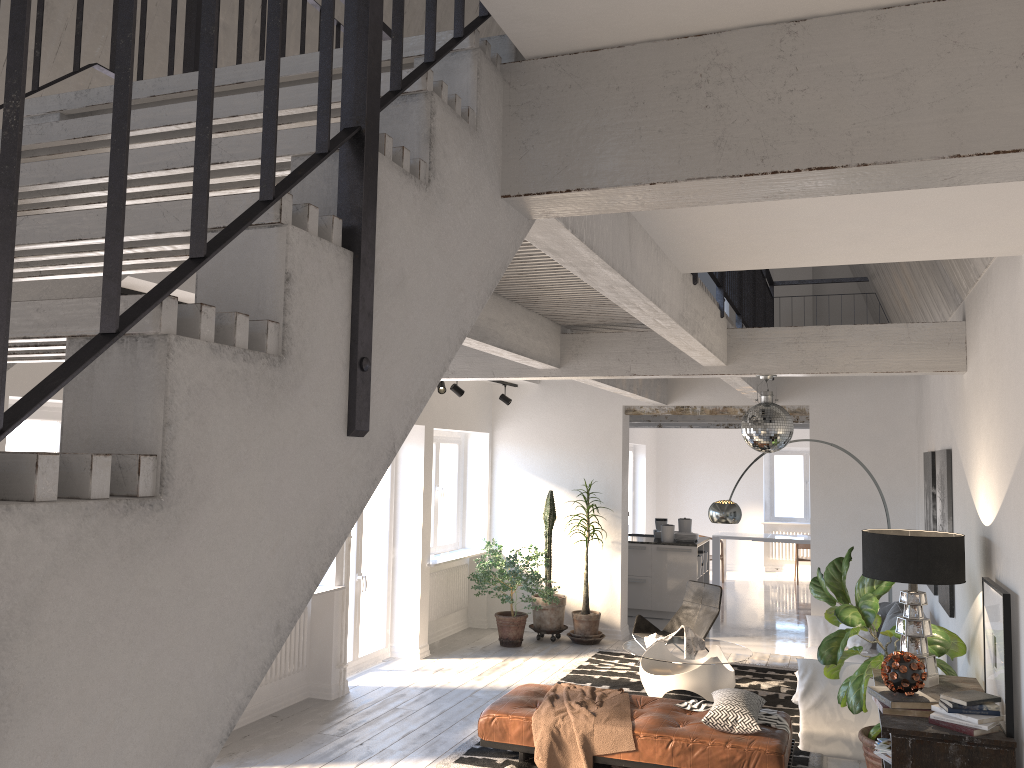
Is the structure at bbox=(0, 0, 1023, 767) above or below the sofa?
above

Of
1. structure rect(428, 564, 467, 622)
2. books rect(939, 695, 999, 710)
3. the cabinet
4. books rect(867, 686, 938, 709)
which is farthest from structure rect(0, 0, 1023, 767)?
structure rect(428, 564, 467, 622)

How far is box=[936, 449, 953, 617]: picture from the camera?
6.2m

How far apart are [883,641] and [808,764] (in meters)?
1.78

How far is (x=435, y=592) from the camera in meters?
9.9 m

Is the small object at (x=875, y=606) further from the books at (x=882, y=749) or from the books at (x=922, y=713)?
the books at (x=922, y=713)

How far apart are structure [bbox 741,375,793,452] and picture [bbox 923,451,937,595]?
2.21m

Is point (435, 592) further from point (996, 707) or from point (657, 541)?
point (996, 707)

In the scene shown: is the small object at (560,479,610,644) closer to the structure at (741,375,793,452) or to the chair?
the chair

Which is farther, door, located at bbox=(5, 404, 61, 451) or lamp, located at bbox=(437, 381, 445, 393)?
lamp, located at bbox=(437, 381, 445, 393)
